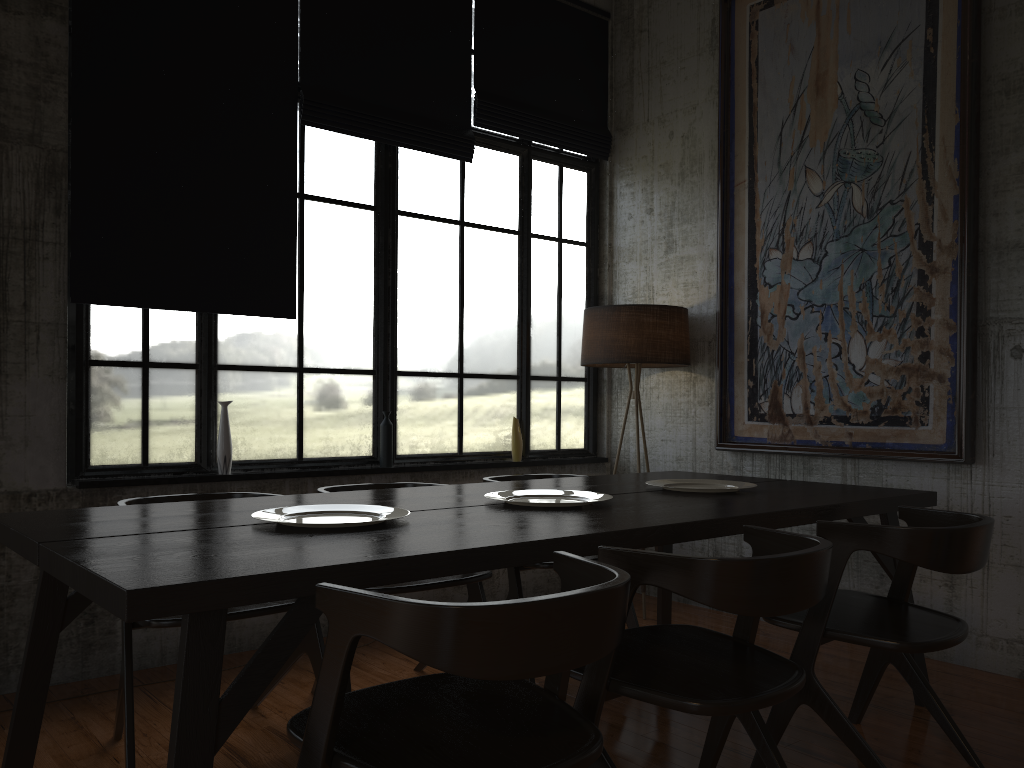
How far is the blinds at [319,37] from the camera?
5.3m

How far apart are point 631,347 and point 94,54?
3.47m

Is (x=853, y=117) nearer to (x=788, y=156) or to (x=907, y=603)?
(x=788, y=156)

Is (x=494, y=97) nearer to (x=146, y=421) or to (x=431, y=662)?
(x=146, y=421)

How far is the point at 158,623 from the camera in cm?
320

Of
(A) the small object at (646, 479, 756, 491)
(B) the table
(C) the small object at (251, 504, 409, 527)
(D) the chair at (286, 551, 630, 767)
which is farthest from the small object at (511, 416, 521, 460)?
(D) the chair at (286, 551, 630, 767)

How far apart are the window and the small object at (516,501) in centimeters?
193cm

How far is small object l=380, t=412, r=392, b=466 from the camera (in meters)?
5.51

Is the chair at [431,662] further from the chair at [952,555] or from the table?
the chair at [952,555]

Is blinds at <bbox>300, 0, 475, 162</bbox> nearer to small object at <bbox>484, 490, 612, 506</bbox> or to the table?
the table
